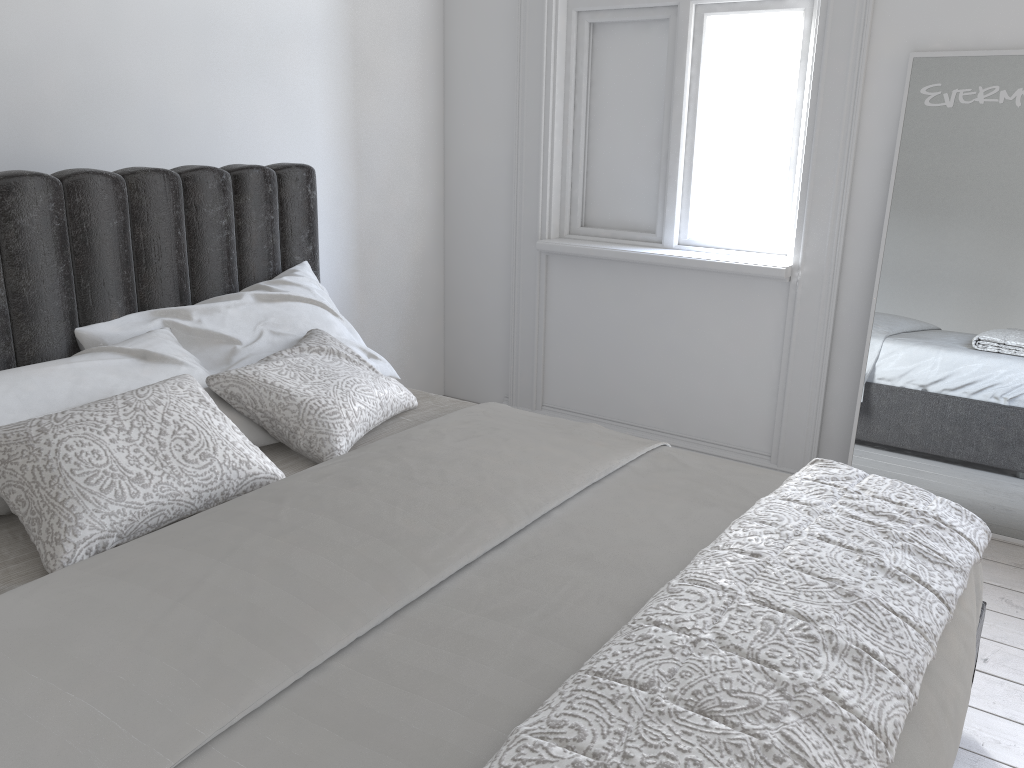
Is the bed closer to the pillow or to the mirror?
the pillow

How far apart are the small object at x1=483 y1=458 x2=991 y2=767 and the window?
1.60m

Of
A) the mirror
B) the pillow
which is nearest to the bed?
the pillow

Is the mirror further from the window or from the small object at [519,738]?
the small object at [519,738]

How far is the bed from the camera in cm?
116

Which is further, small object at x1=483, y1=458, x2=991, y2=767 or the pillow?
the pillow

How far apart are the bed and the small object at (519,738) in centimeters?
4cm

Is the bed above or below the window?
below

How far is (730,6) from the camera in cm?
330

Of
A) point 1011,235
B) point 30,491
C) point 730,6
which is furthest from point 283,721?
point 730,6
